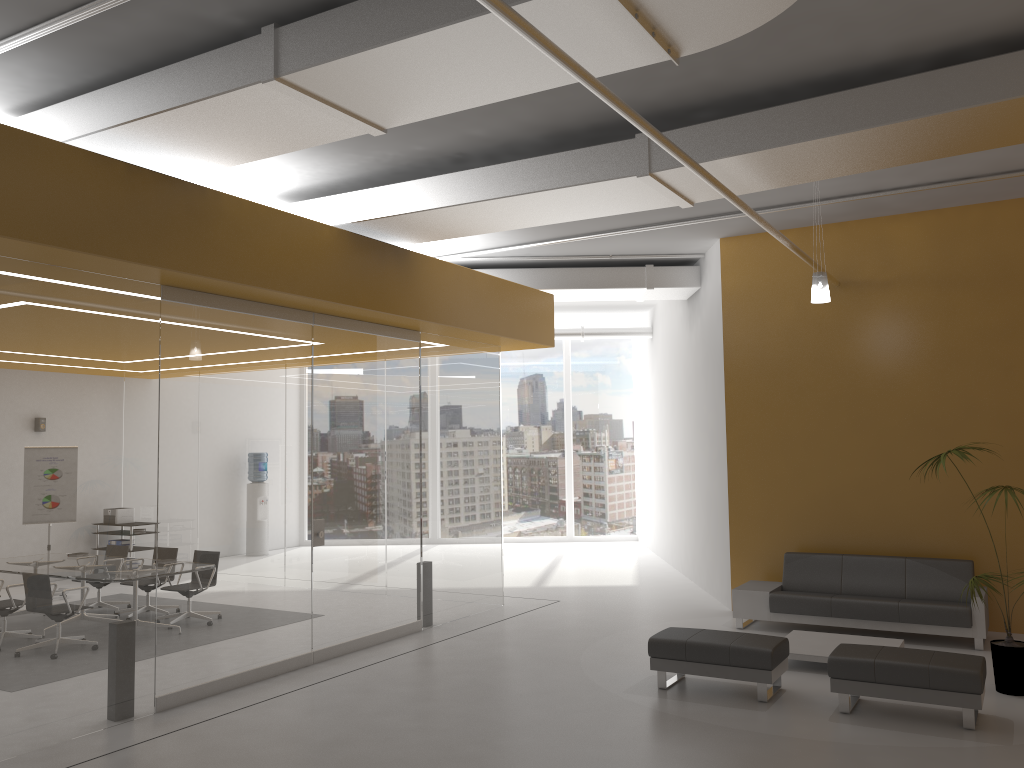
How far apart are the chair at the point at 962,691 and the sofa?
2.12m

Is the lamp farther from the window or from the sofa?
the window

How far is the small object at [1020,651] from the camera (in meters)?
6.83

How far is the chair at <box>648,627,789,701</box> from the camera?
6.8m

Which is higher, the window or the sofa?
the window

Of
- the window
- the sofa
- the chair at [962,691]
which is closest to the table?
the sofa

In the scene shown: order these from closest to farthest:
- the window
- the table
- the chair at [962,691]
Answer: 1. the chair at [962,691]
2. the table
3. the window

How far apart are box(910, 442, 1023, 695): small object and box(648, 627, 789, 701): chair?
Result: 1.6m

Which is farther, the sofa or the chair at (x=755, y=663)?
the sofa

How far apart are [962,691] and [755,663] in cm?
141
